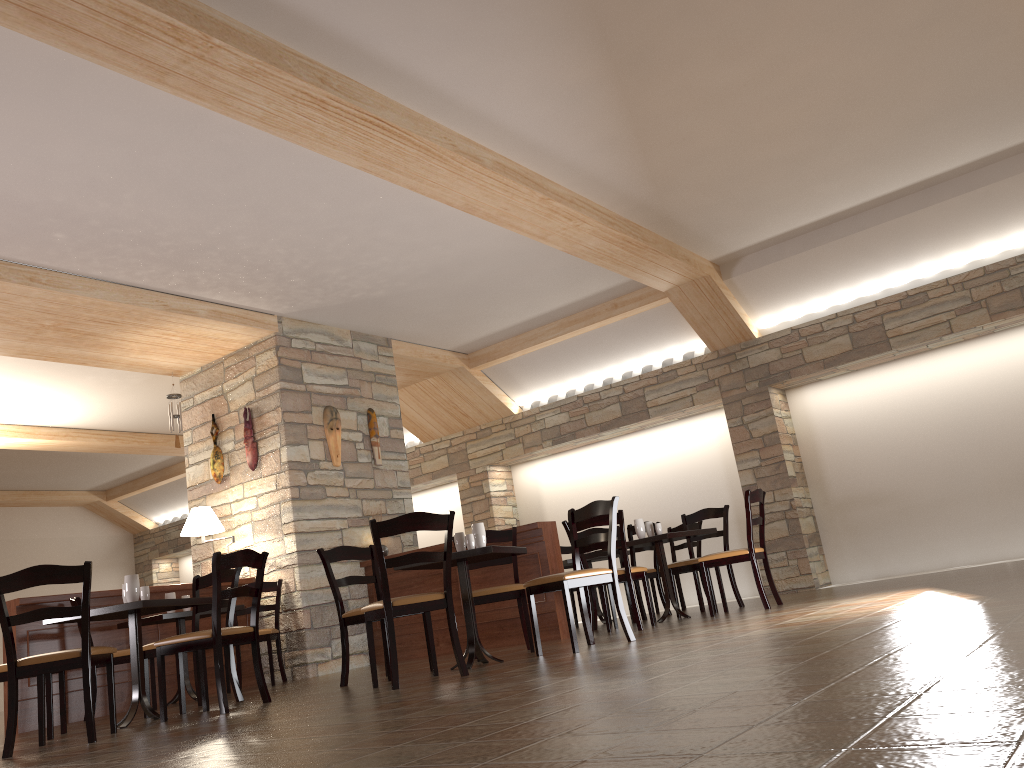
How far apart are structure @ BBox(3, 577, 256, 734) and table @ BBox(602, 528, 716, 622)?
3.4m

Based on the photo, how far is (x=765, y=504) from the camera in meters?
8.8

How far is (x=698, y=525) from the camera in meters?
9.0 m

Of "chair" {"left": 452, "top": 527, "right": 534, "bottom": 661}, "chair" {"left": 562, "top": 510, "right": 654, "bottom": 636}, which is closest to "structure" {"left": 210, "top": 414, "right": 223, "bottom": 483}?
"chair" {"left": 452, "top": 527, "right": 534, "bottom": 661}

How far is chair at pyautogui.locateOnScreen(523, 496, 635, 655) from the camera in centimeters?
501cm

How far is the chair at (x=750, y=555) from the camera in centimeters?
638cm

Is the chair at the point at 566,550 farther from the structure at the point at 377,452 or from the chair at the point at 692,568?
the structure at the point at 377,452

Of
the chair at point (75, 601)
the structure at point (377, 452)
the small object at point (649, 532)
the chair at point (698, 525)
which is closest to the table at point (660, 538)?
the small object at point (649, 532)

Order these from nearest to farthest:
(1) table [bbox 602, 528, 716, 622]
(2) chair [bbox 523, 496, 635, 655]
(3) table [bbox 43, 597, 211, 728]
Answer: (3) table [bbox 43, 597, 211, 728] → (2) chair [bbox 523, 496, 635, 655] → (1) table [bbox 602, 528, 716, 622]

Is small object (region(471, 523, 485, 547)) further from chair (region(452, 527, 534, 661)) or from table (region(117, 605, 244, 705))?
table (region(117, 605, 244, 705))
